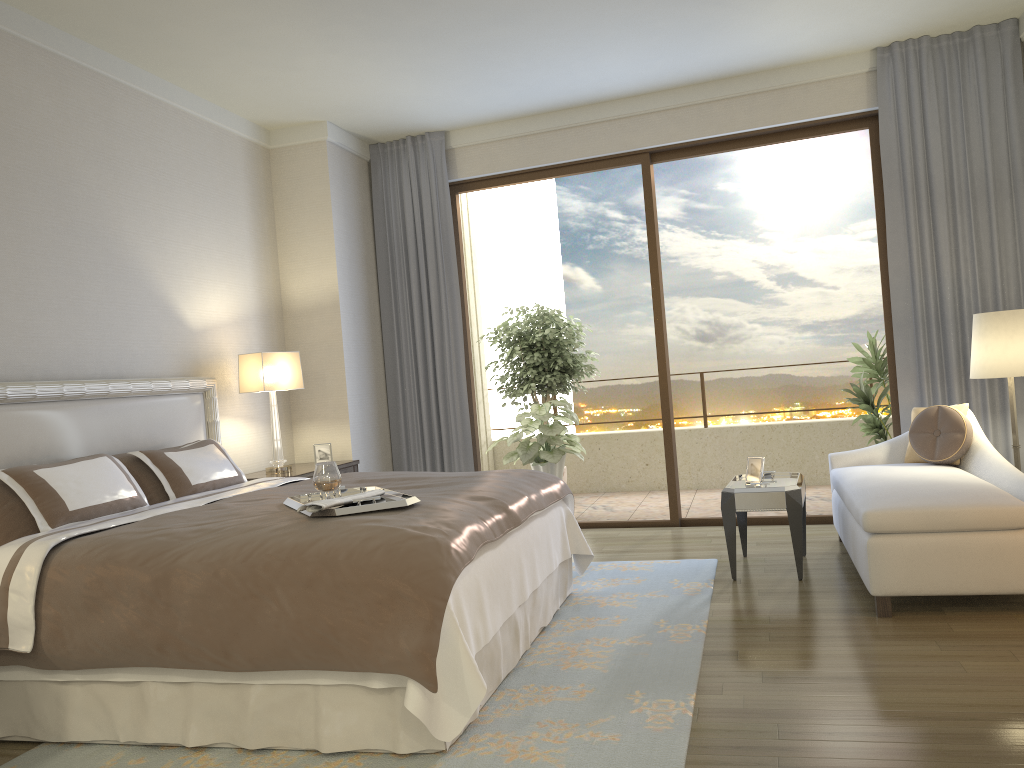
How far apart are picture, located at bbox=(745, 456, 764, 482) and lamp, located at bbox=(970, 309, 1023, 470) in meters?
1.2

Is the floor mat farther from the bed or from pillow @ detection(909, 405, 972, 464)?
pillow @ detection(909, 405, 972, 464)

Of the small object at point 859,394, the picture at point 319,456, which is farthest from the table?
the picture at point 319,456

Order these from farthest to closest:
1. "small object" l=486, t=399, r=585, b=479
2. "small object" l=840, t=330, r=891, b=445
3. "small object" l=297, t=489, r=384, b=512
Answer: "small object" l=486, t=399, r=585, b=479 → "small object" l=840, t=330, r=891, b=445 → "small object" l=297, t=489, r=384, b=512

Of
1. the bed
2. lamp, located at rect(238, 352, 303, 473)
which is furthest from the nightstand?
the bed

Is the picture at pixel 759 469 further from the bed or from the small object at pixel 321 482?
the small object at pixel 321 482

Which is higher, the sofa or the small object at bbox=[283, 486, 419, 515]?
the small object at bbox=[283, 486, 419, 515]

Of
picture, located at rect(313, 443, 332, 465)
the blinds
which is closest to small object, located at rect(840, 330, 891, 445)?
the blinds

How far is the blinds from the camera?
5.49m

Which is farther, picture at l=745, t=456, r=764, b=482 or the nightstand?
the nightstand
